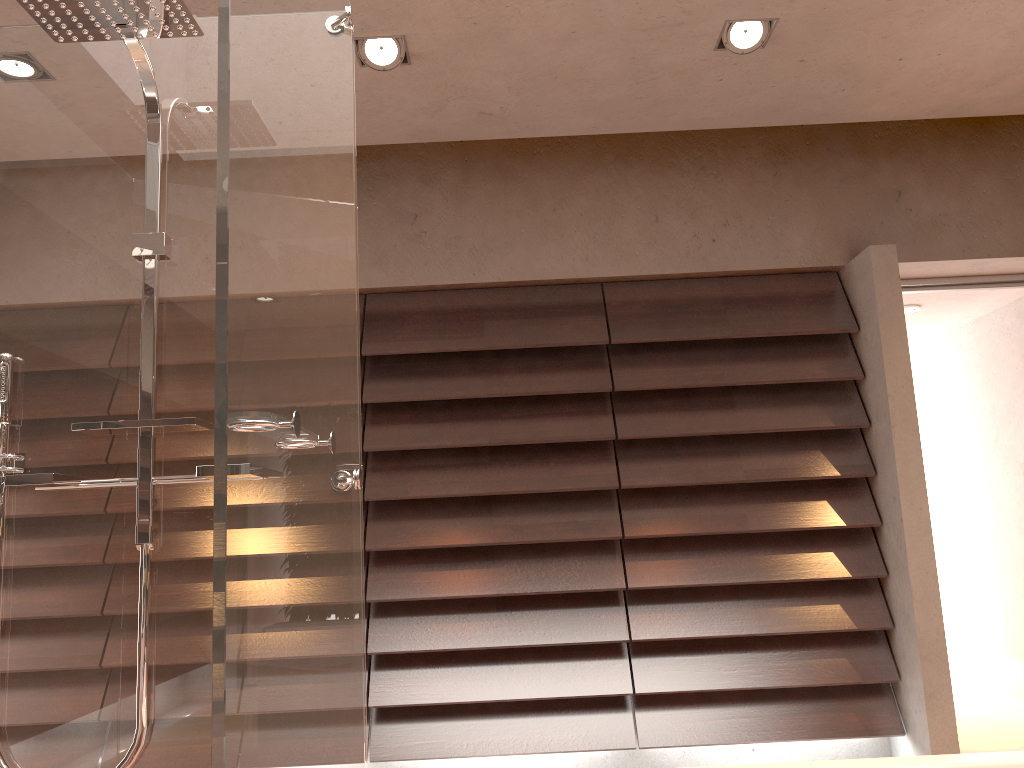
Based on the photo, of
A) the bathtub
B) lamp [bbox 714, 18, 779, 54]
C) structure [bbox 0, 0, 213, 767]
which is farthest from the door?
structure [bbox 0, 0, 213, 767]

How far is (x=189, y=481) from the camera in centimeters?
186cm

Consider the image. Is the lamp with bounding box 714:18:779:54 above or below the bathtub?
above

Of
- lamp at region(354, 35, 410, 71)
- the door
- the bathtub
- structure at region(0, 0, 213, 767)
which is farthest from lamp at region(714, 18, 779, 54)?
the bathtub

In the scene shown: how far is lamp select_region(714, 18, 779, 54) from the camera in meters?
2.8 m

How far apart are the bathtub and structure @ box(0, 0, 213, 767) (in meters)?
1.31

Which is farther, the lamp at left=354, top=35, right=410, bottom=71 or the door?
the door

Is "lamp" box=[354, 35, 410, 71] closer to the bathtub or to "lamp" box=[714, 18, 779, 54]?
"lamp" box=[714, 18, 779, 54]

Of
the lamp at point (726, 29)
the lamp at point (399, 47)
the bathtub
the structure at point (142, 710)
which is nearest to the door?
the lamp at point (726, 29)

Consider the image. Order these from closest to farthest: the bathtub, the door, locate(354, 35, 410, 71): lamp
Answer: the bathtub, locate(354, 35, 410, 71): lamp, the door
